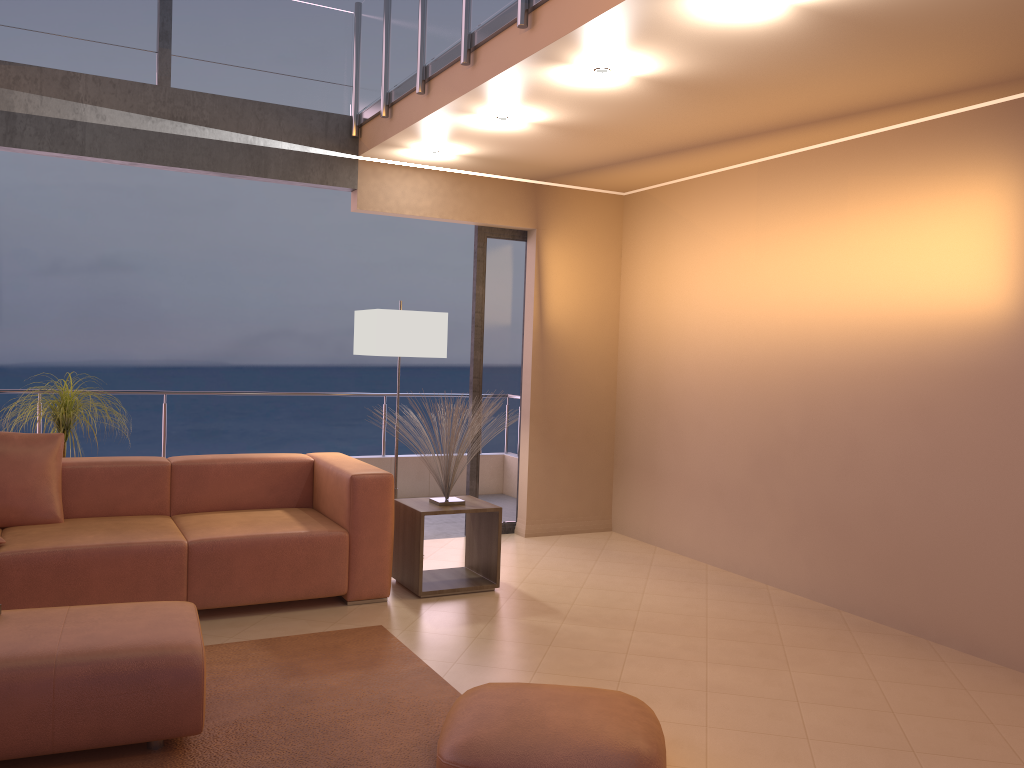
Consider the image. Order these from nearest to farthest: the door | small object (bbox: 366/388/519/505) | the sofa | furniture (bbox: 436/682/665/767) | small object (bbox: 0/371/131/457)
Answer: furniture (bbox: 436/682/665/767) → the sofa → small object (bbox: 366/388/519/505) → small object (bbox: 0/371/131/457) → the door

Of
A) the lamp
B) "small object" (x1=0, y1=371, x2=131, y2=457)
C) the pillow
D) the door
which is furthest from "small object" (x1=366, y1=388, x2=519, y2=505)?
"small object" (x1=0, y1=371, x2=131, y2=457)

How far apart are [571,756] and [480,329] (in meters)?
3.92

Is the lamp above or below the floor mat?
above

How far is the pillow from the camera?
4.2m

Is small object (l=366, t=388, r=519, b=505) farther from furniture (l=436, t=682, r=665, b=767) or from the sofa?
furniture (l=436, t=682, r=665, b=767)

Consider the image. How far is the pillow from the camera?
4.16m

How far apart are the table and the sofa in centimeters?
16cm

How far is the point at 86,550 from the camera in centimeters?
384cm

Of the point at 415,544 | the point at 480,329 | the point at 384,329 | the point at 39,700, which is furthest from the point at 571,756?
the point at 480,329
